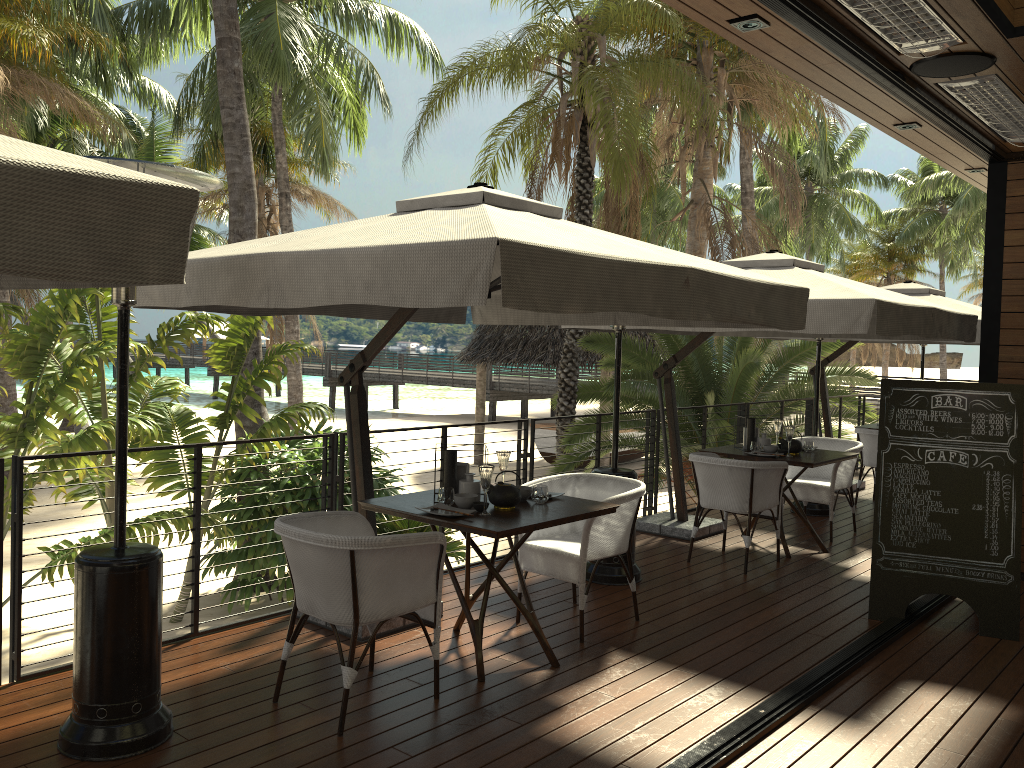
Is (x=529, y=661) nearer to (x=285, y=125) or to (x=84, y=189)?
(x=84, y=189)

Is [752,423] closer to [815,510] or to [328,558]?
[815,510]

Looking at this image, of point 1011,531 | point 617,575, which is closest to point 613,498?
point 617,575

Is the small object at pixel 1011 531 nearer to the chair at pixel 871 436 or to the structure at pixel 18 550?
the structure at pixel 18 550

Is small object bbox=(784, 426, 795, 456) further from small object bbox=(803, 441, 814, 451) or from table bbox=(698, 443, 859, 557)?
small object bbox=(803, 441, 814, 451)

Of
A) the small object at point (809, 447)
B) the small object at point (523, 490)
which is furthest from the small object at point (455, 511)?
the small object at point (809, 447)

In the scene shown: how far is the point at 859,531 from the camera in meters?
7.7 m

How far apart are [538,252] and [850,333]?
3.2m

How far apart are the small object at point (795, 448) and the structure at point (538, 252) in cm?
230

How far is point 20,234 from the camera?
1.67m
